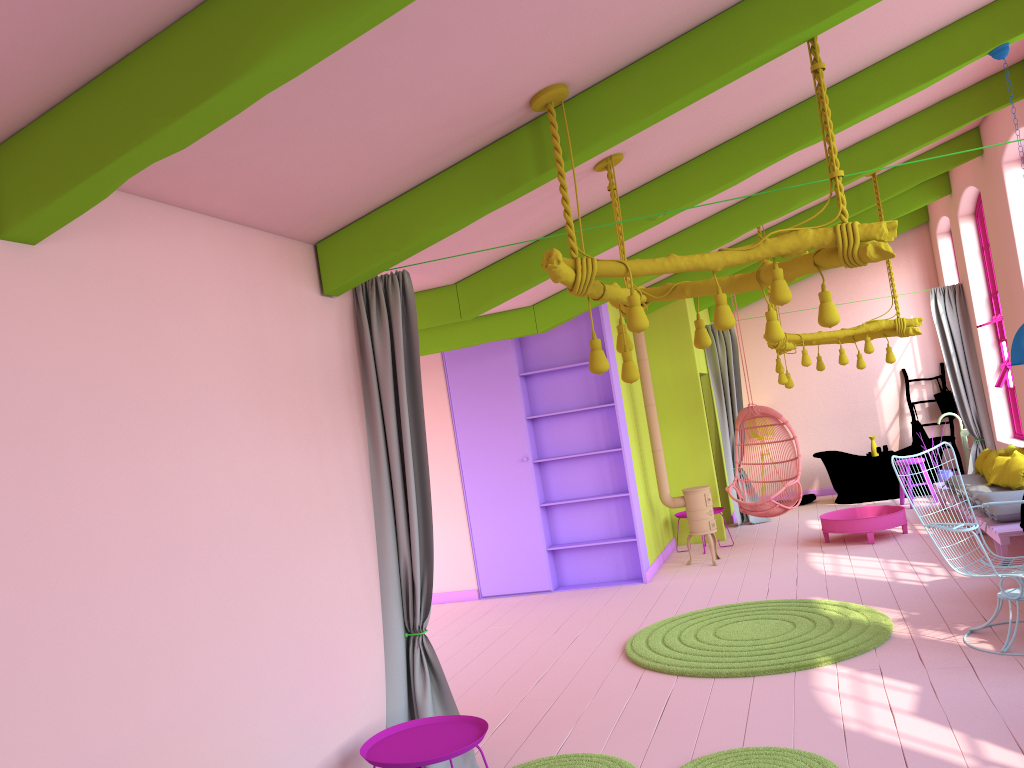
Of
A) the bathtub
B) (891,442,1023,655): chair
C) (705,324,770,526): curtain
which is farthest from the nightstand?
the bathtub

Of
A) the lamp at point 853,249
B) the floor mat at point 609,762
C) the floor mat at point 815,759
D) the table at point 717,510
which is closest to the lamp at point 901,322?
the table at point 717,510

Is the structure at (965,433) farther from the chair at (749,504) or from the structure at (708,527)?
the structure at (708,527)

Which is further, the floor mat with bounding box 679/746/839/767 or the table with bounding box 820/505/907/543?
the table with bounding box 820/505/907/543

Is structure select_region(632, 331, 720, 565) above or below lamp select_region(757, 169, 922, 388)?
below

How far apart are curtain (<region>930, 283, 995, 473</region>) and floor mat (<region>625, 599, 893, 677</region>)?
5.5 meters

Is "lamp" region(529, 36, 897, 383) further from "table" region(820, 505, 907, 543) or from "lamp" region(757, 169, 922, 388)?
"table" region(820, 505, 907, 543)

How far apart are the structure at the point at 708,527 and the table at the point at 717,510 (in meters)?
0.87

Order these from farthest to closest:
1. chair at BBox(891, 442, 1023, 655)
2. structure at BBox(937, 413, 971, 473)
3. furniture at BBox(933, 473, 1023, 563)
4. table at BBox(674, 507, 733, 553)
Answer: structure at BBox(937, 413, 971, 473) < table at BBox(674, 507, 733, 553) < furniture at BBox(933, 473, 1023, 563) < chair at BBox(891, 442, 1023, 655)

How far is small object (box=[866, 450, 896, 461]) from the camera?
12.2m
